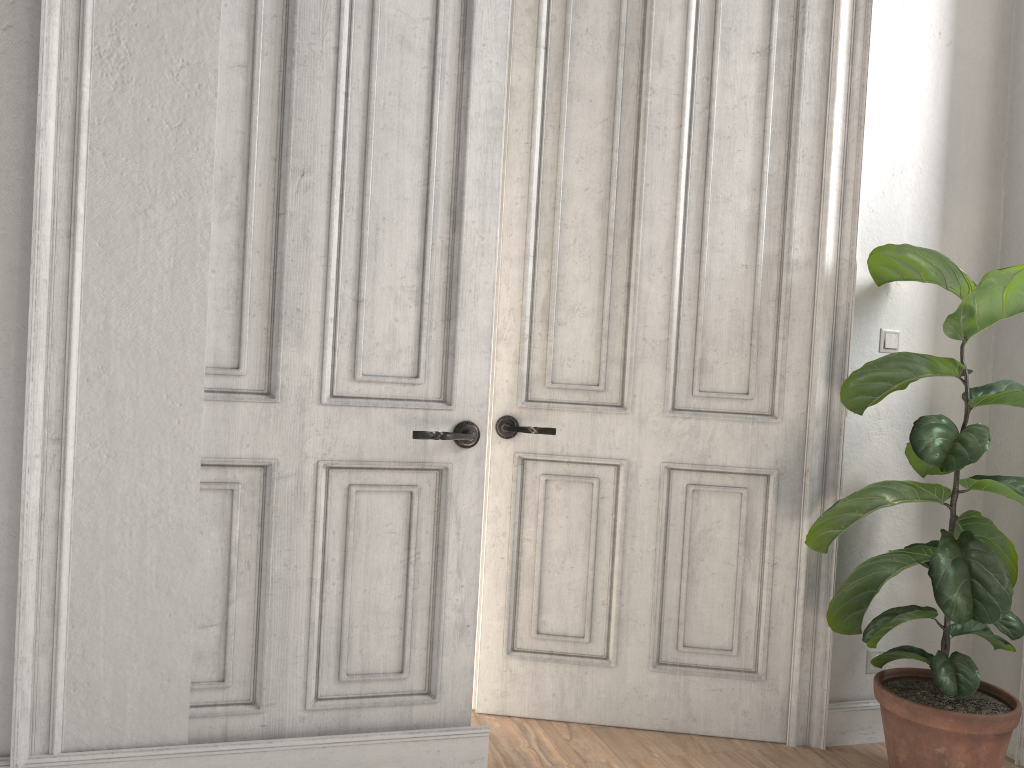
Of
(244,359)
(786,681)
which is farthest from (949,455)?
(244,359)

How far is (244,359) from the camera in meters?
2.4

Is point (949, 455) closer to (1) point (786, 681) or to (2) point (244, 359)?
(1) point (786, 681)

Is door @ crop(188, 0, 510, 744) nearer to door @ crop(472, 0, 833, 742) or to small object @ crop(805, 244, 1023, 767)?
door @ crop(472, 0, 833, 742)

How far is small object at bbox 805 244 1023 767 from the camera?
2.4 meters

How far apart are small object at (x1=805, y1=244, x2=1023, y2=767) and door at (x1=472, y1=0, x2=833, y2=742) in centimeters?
14cm

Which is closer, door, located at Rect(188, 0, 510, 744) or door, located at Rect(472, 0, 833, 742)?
door, located at Rect(188, 0, 510, 744)

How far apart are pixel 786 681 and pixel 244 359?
2.00m

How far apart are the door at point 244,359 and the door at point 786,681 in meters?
0.3

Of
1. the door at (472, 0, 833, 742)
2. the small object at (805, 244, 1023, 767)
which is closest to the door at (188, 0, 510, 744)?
the door at (472, 0, 833, 742)
